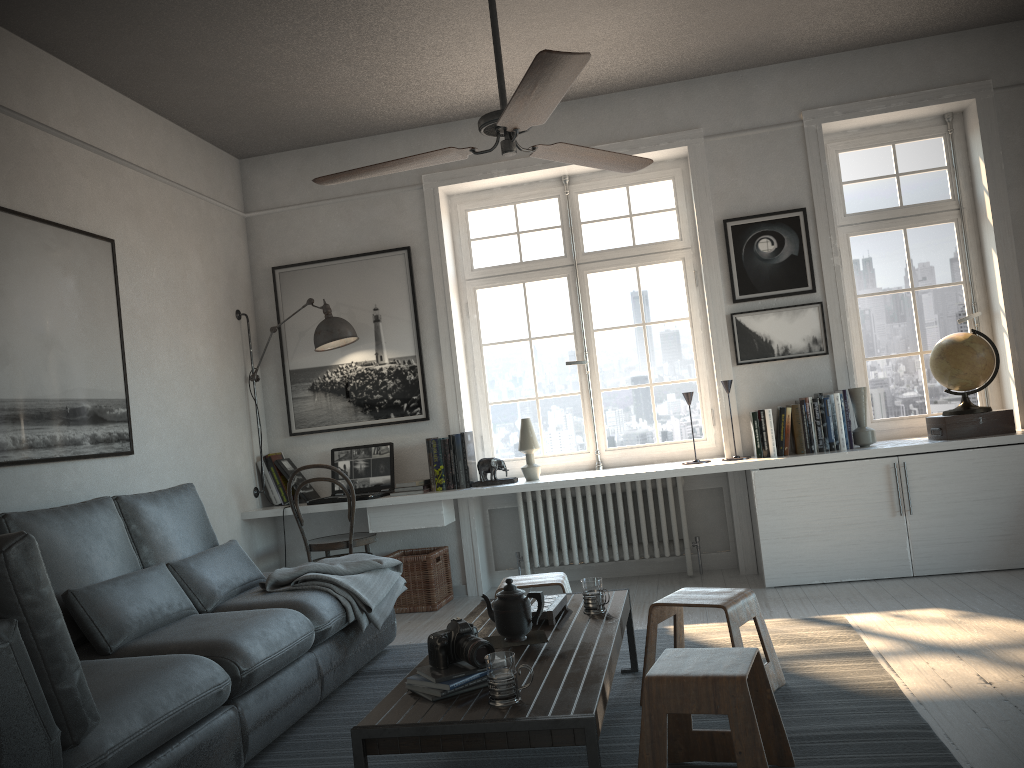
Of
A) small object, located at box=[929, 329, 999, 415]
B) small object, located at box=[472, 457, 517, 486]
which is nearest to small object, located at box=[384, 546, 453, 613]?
small object, located at box=[472, 457, 517, 486]

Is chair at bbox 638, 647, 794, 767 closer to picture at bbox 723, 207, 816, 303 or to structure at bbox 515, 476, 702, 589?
structure at bbox 515, 476, 702, 589

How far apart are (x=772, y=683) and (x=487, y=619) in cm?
100

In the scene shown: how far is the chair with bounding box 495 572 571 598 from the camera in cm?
364

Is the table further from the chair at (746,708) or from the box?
the box

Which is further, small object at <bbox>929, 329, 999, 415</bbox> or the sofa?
small object at <bbox>929, 329, 999, 415</bbox>

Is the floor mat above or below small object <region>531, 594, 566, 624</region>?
below

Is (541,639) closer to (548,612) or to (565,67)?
(548,612)

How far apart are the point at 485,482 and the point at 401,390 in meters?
0.8

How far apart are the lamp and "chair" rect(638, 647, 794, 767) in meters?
3.3 m
